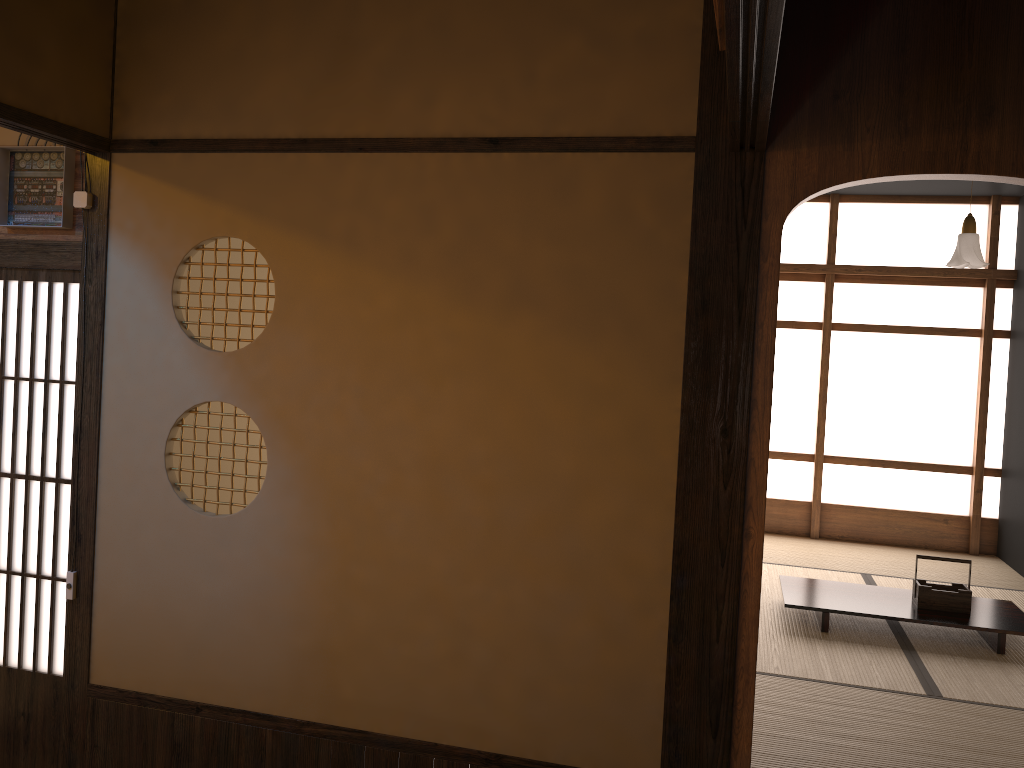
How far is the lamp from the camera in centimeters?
451cm

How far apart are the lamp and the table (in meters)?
1.94

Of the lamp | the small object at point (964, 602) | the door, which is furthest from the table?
the door

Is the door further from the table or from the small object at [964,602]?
the small object at [964,602]

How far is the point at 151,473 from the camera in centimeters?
329cm

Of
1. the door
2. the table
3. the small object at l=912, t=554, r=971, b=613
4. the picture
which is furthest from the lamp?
the door

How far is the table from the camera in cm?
435

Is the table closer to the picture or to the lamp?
the lamp

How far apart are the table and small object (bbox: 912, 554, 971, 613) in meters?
0.0 m

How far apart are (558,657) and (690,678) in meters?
0.4 m
